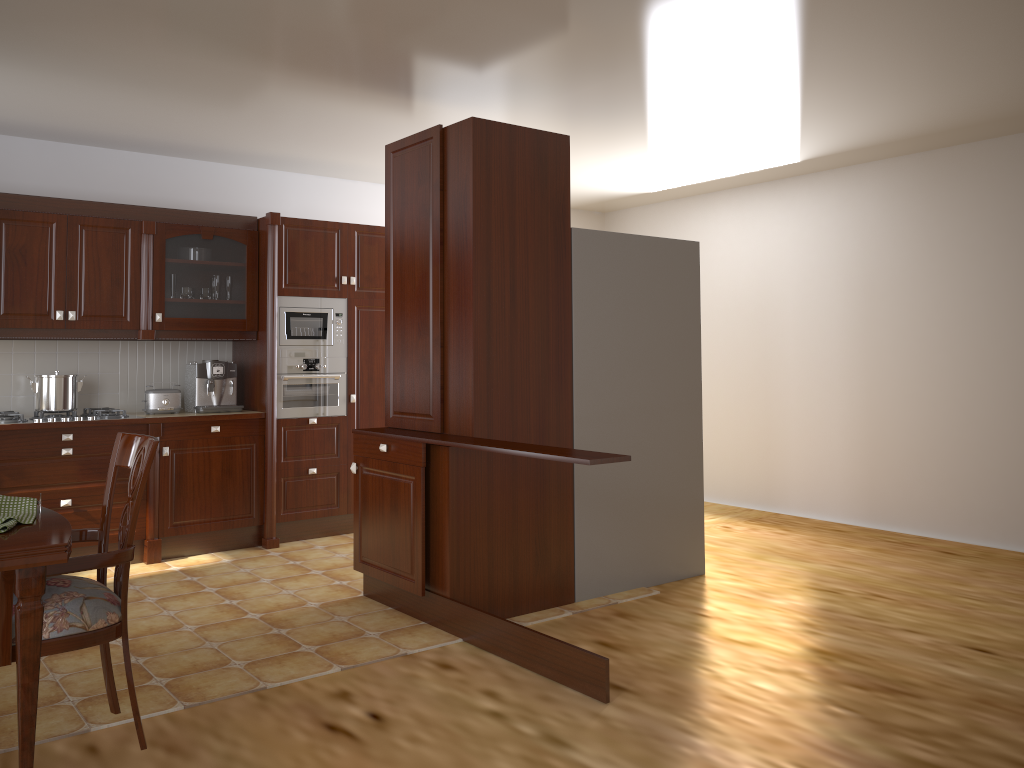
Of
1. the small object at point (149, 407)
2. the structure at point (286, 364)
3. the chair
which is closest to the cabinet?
the structure at point (286, 364)

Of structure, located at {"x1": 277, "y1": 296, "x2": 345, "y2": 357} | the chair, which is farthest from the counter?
A: the chair

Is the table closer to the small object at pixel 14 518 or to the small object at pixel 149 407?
the small object at pixel 14 518

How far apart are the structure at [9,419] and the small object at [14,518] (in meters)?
2.75

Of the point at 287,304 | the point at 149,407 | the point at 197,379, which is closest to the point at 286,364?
the point at 287,304

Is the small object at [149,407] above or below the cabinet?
below

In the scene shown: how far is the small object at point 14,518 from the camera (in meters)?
2.07

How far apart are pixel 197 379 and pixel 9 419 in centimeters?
105cm

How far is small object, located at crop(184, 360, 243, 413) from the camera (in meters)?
5.39

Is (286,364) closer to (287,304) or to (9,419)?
(287,304)
